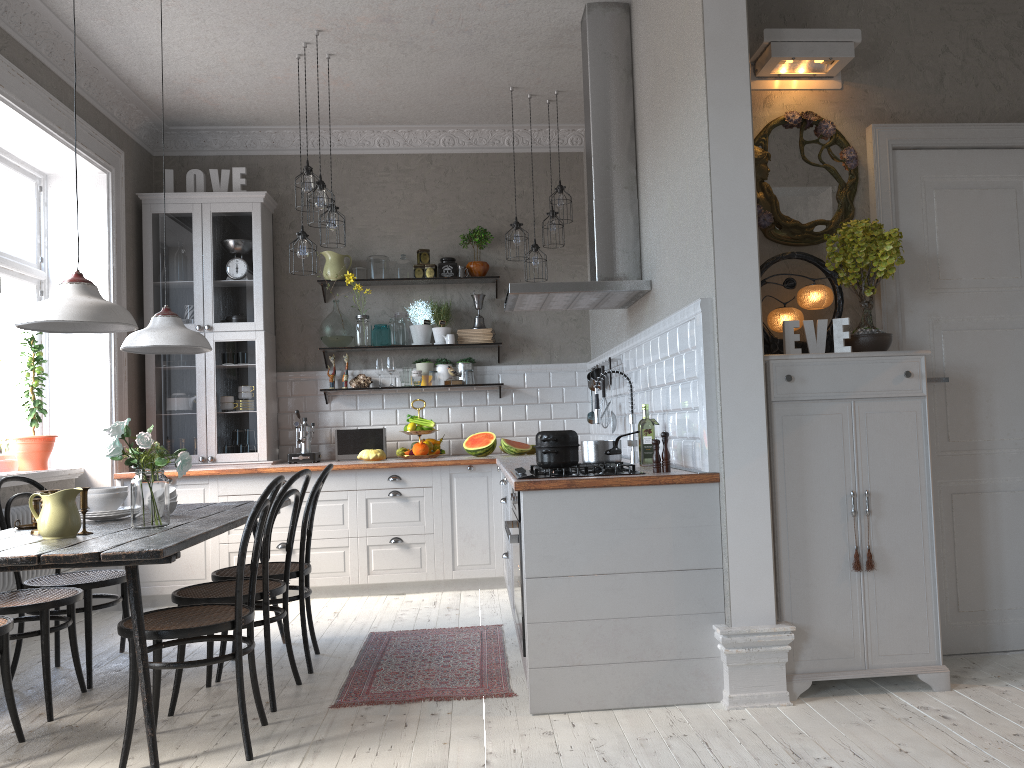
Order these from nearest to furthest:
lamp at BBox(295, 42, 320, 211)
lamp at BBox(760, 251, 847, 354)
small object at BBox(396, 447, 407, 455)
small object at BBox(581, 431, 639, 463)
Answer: lamp at BBox(760, 251, 847, 354) < small object at BBox(581, 431, 639, 463) < lamp at BBox(295, 42, 320, 211) < small object at BBox(396, 447, 407, 455)

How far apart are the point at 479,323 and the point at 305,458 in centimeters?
159cm

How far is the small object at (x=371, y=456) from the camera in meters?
6.1 m

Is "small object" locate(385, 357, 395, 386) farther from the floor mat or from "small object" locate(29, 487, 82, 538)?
"small object" locate(29, 487, 82, 538)

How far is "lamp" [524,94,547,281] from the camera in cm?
589

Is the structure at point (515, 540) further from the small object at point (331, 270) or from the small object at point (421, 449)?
the small object at point (331, 270)

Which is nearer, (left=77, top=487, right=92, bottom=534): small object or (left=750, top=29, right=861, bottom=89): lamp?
(left=77, top=487, right=92, bottom=534): small object

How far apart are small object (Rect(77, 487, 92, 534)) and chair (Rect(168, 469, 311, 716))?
0.5m

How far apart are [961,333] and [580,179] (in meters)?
3.57

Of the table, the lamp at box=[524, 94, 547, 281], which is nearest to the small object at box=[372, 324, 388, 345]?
the lamp at box=[524, 94, 547, 281]
